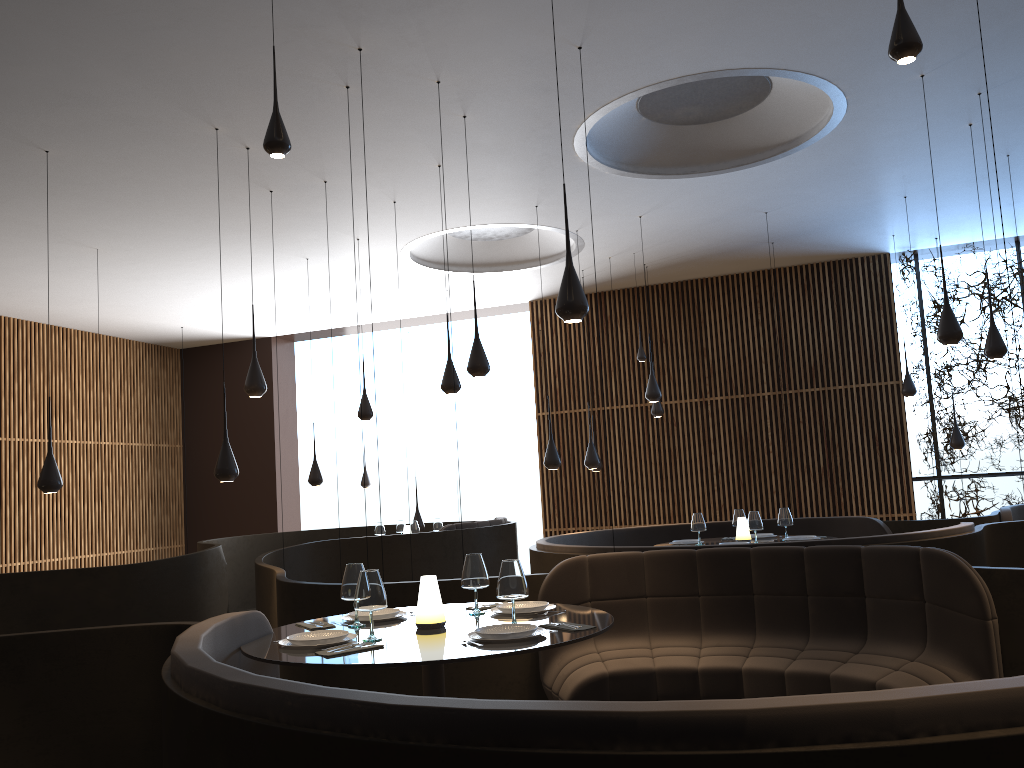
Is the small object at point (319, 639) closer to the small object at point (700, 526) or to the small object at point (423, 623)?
the small object at point (423, 623)

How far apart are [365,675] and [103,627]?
1.8 meters

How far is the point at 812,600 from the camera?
5.1 meters

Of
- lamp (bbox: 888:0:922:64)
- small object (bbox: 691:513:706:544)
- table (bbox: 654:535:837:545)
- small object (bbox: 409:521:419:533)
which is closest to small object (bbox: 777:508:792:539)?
table (bbox: 654:535:837:545)

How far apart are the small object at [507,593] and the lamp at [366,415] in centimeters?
688cm

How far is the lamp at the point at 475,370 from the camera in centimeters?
721cm

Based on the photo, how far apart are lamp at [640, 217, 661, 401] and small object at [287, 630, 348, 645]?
6.9m

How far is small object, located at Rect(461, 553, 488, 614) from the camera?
4.36m

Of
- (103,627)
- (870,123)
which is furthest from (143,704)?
(870,123)

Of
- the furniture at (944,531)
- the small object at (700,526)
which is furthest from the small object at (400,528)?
the small object at (700,526)
